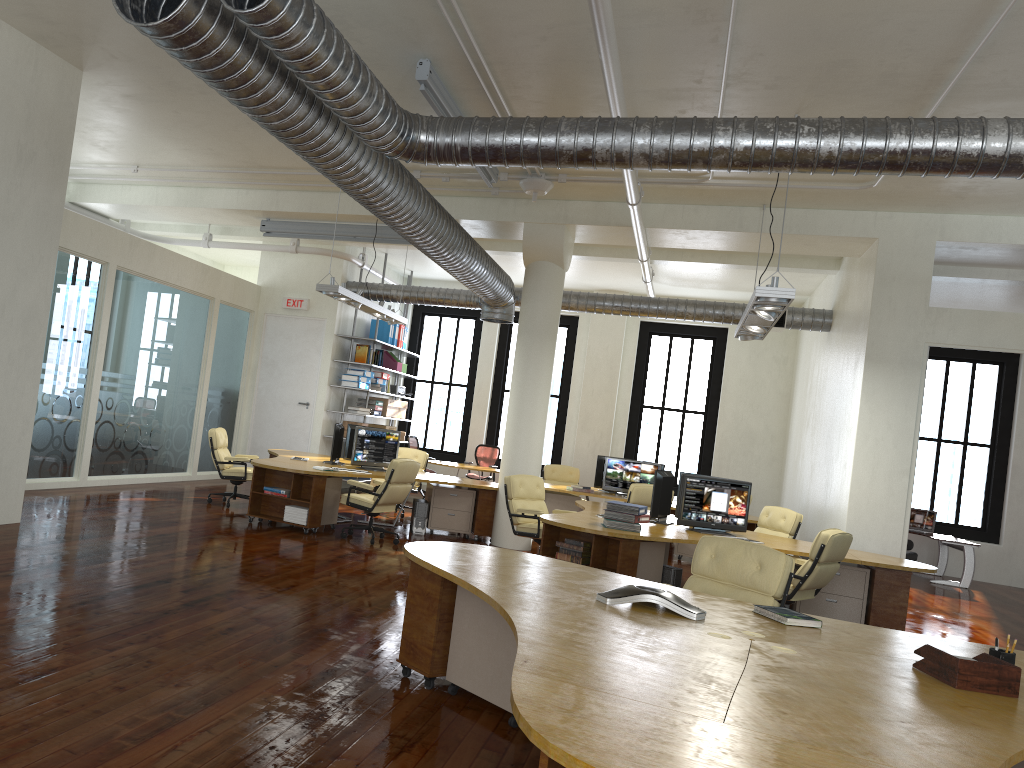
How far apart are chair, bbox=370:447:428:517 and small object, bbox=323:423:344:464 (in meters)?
2.04

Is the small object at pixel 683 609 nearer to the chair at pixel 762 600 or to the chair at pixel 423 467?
the chair at pixel 762 600

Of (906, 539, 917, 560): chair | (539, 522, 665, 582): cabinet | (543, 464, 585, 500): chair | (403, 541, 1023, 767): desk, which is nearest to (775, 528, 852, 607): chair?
(539, 522, 665, 582): cabinet

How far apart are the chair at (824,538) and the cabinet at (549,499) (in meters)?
5.15

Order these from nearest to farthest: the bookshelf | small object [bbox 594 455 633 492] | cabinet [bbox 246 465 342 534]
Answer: cabinet [bbox 246 465 342 534] < small object [bbox 594 455 633 492] < the bookshelf

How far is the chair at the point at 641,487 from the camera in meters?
11.9

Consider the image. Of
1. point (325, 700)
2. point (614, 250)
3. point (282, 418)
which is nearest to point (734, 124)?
point (325, 700)

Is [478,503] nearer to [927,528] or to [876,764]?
[927,528]

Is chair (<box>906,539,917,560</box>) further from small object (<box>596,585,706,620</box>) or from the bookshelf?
small object (<box>596,585,706,620</box>)

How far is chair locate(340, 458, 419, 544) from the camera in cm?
1003
